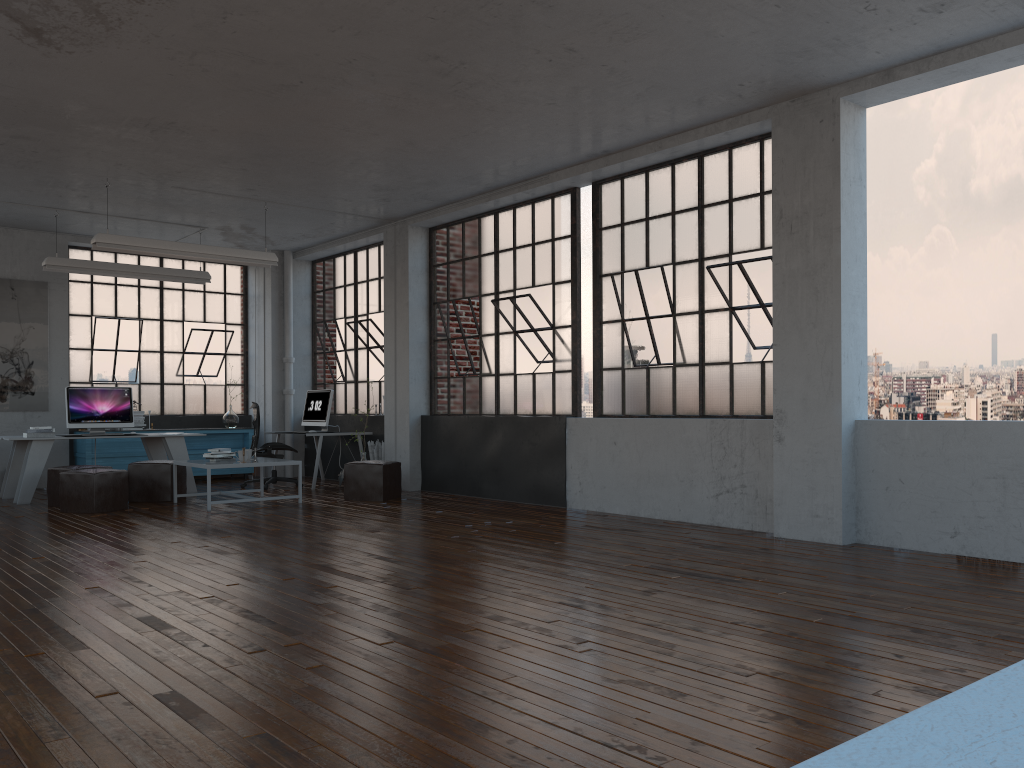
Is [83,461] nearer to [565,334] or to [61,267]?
[61,267]

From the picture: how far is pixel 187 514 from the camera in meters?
8.3

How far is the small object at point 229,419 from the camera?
12.6 meters

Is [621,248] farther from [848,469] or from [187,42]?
[187,42]

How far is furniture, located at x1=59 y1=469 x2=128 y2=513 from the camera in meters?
8.4 m

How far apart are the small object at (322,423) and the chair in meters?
0.6 m

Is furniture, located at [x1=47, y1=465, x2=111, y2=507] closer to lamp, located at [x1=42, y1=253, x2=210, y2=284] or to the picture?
lamp, located at [x1=42, y1=253, x2=210, y2=284]

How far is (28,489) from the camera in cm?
934

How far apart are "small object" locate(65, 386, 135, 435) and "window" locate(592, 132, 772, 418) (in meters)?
5.57

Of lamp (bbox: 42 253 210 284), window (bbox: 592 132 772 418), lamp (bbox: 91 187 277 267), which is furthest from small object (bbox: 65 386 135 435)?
window (bbox: 592 132 772 418)
